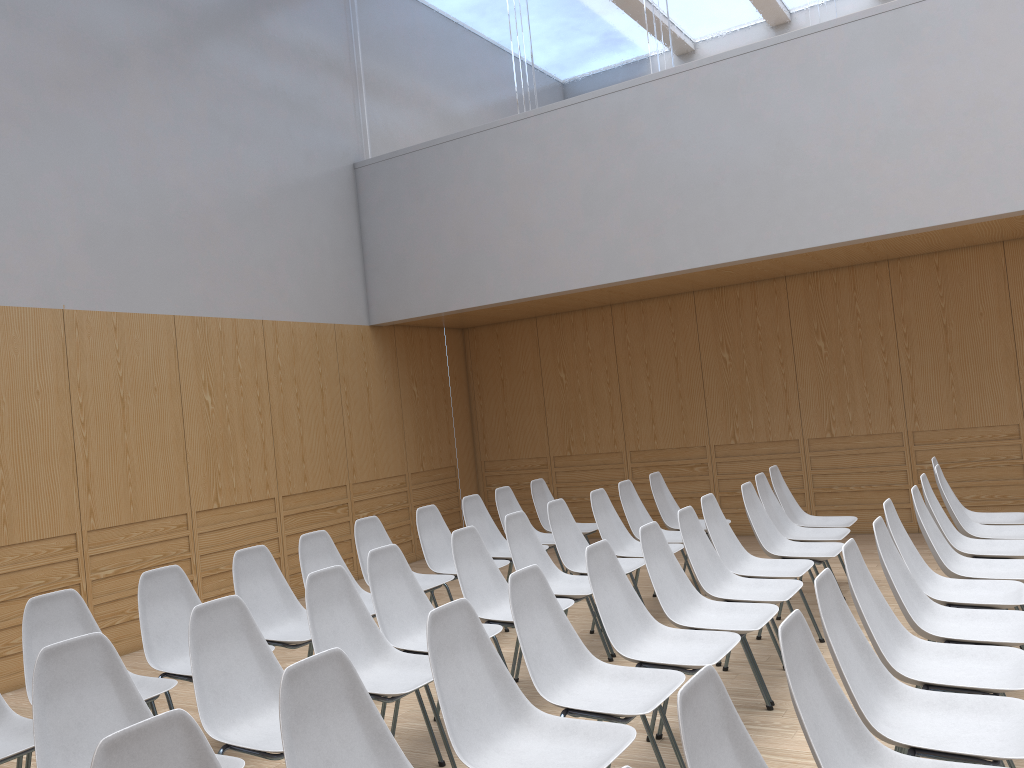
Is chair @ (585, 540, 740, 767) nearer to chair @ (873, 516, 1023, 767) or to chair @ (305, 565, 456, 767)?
chair @ (873, 516, 1023, 767)

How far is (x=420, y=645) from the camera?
4.0m

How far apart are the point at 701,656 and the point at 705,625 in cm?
46

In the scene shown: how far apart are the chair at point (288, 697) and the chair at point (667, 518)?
4.4 meters

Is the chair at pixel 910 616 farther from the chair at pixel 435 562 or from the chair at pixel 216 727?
the chair at pixel 435 562

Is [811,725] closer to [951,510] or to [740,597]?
[740,597]

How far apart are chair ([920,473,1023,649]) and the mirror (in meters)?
3.64

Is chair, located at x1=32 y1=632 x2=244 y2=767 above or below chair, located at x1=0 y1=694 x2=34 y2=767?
above

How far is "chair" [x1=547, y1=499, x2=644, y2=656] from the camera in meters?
5.3

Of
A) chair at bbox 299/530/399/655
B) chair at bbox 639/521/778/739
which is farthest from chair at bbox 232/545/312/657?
chair at bbox 639/521/778/739
